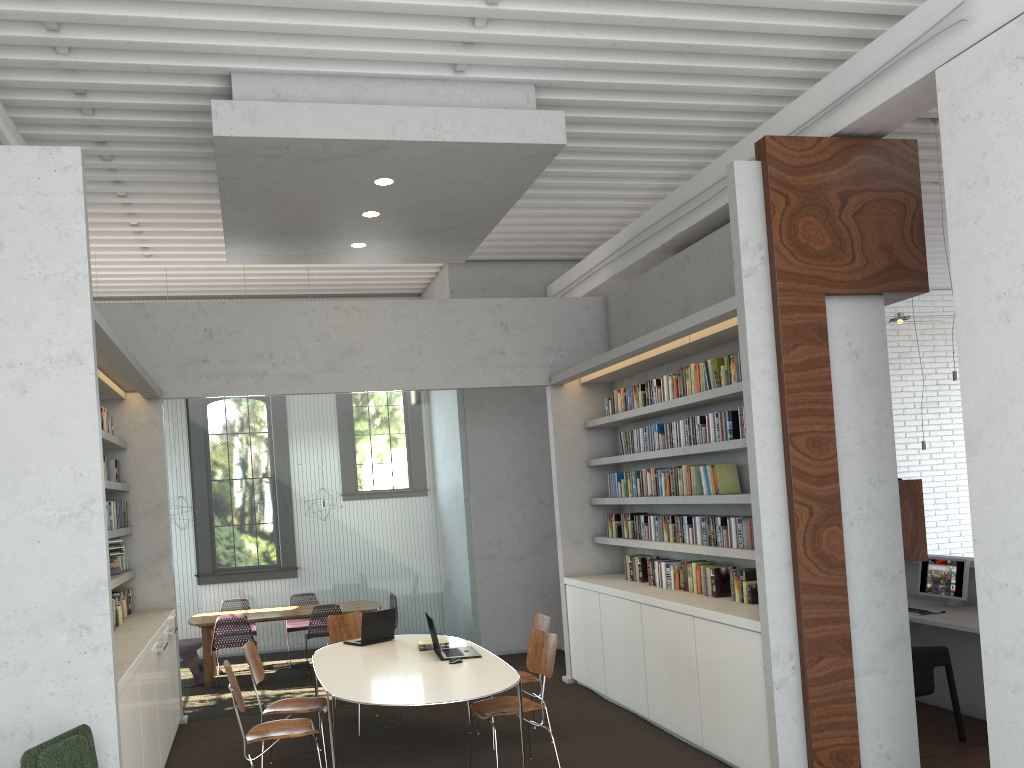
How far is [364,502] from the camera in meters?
8.0

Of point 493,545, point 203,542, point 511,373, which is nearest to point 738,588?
point 511,373
